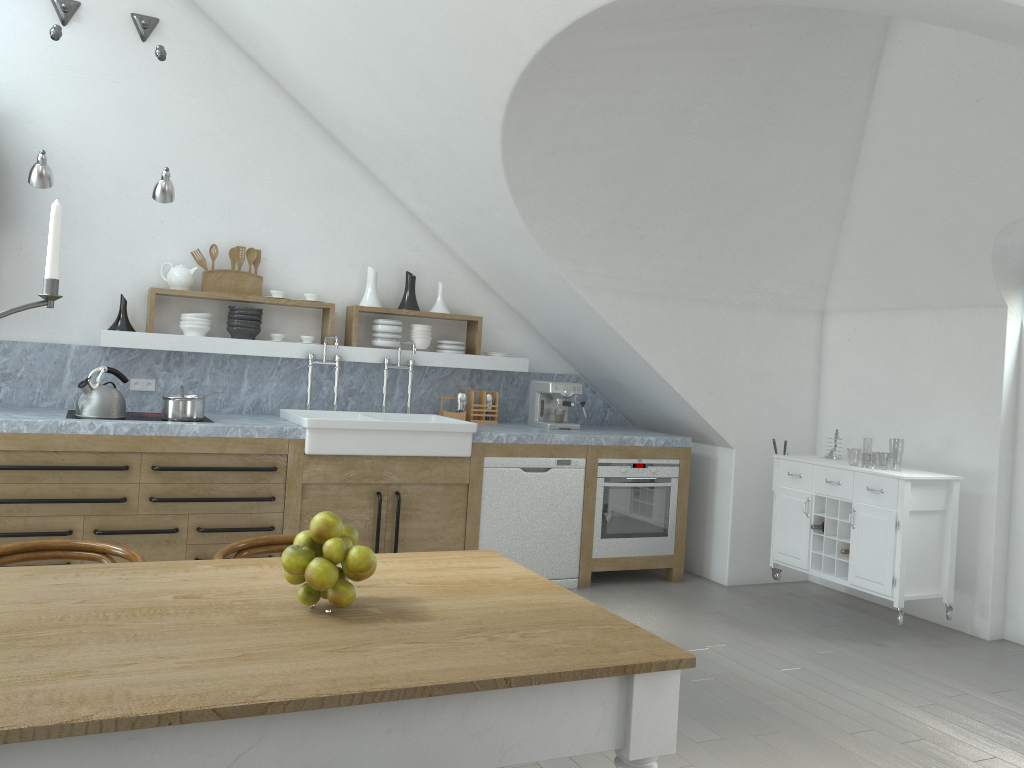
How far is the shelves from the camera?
5.1m

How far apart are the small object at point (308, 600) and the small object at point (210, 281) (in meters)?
3.84

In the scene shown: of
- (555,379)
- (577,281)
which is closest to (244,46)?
(577,281)

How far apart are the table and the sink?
2.36m

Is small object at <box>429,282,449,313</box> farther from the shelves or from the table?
the table

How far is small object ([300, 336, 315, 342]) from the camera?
5.6 meters

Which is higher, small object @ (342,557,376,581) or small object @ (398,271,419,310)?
small object @ (398,271,419,310)

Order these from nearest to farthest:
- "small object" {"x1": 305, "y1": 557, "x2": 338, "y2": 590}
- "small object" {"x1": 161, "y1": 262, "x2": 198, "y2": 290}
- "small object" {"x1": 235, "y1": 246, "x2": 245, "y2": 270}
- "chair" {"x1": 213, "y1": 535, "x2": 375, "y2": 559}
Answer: "small object" {"x1": 305, "y1": 557, "x2": 338, "y2": 590}, "chair" {"x1": 213, "y1": 535, "x2": 375, "y2": 559}, "small object" {"x1": 161, "y1": 262, "x2": 198, "y2": 290}, "small object" {"x1": 235, "y1": 246, "x2": 245, "y2": 270}

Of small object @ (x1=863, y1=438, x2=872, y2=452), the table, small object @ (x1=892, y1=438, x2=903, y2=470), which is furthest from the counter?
small object @ (x1=863, y1=438, x2=872, y2=452)

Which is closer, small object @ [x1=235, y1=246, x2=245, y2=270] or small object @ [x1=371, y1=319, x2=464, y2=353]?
small object @ [x1=235, y1=246, x2=245, y2=270]
